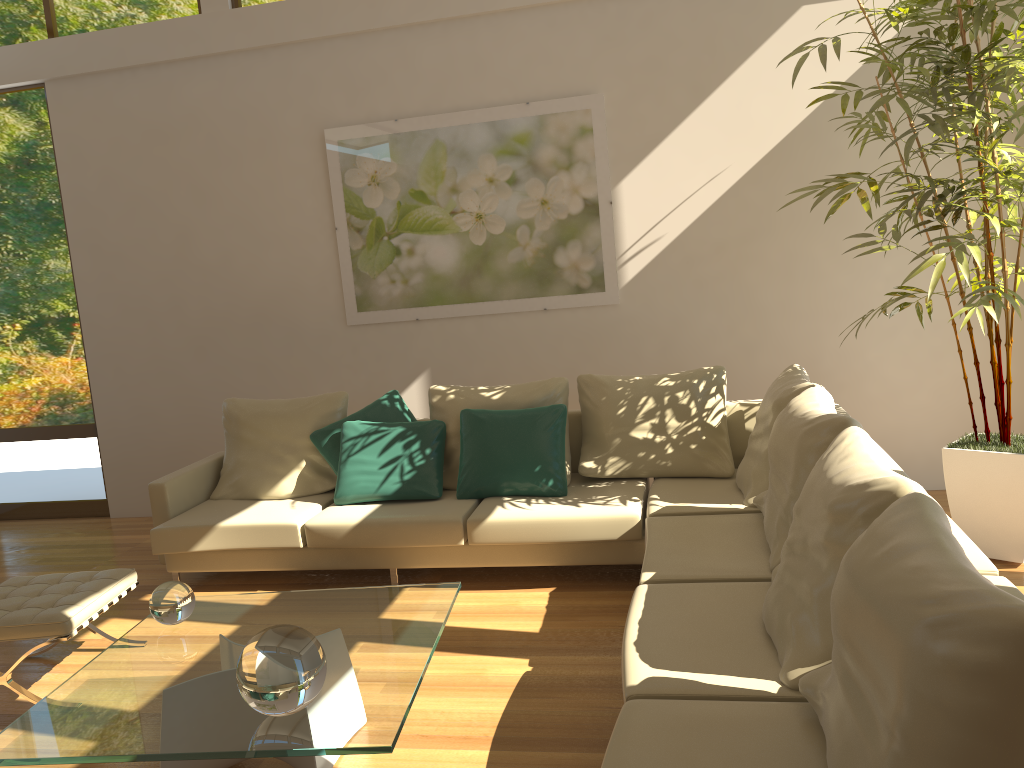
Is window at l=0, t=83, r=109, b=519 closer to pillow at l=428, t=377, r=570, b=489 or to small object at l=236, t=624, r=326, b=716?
pillow at l=428, t=377, r=570, b=489

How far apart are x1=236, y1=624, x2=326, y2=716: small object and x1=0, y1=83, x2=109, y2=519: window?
4.77m

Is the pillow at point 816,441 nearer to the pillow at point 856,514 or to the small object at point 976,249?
the pillow at point 856,514

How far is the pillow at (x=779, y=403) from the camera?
4.06m

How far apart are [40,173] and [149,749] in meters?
5.3 m

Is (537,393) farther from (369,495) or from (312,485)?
(312,485)

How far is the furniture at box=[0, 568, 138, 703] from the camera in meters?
3.4

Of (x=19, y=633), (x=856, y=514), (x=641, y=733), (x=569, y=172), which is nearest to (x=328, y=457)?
(x=19, y=633)

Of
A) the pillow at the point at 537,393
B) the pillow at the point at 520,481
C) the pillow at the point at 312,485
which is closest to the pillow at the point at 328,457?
the pillow at the point at 312,485

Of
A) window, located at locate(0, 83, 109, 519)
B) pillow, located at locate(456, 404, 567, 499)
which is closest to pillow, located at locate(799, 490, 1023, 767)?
pillow, located at locate(456, 404, 567, 499)
